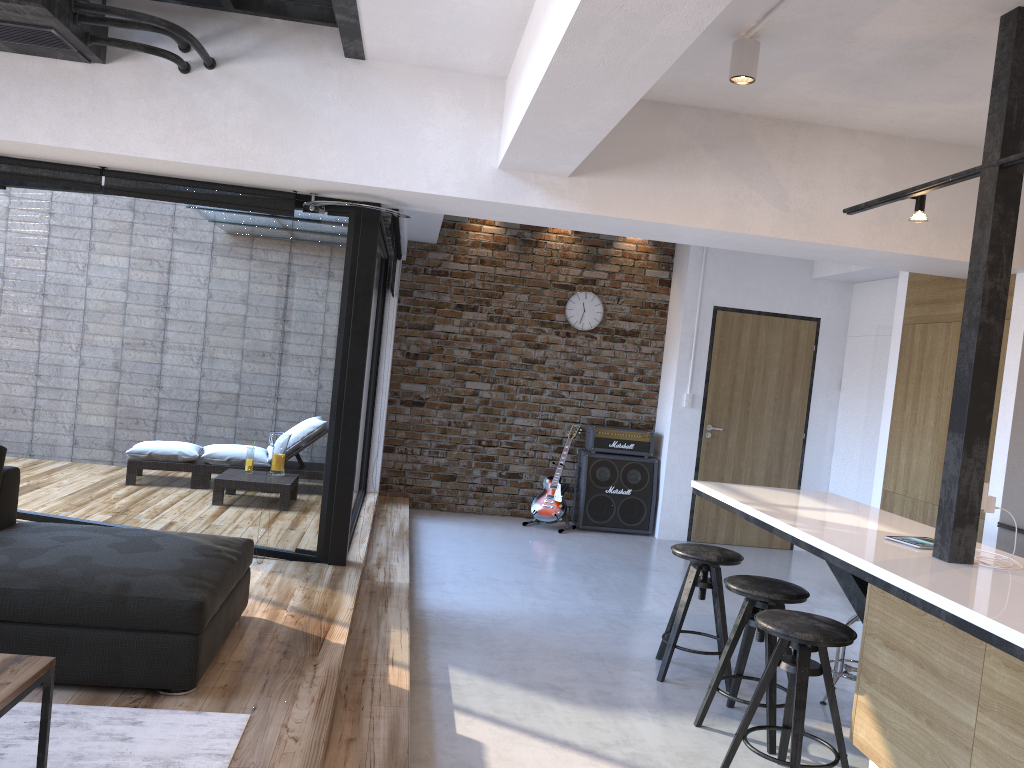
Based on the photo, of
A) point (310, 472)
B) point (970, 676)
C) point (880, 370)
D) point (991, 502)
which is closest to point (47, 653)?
point (310, 472)

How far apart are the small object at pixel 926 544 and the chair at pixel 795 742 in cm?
49

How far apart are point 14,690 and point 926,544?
3.09m

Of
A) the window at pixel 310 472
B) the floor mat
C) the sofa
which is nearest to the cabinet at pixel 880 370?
the window at pixel 310 472

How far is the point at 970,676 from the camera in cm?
244

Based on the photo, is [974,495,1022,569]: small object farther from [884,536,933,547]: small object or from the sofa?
the sofa

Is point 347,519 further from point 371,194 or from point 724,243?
point 724,243

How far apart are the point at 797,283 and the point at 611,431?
2.14m

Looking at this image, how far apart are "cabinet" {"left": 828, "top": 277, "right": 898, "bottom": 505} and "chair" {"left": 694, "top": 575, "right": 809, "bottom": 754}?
4.0 meters

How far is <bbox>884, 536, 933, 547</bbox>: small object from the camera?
3.43m
